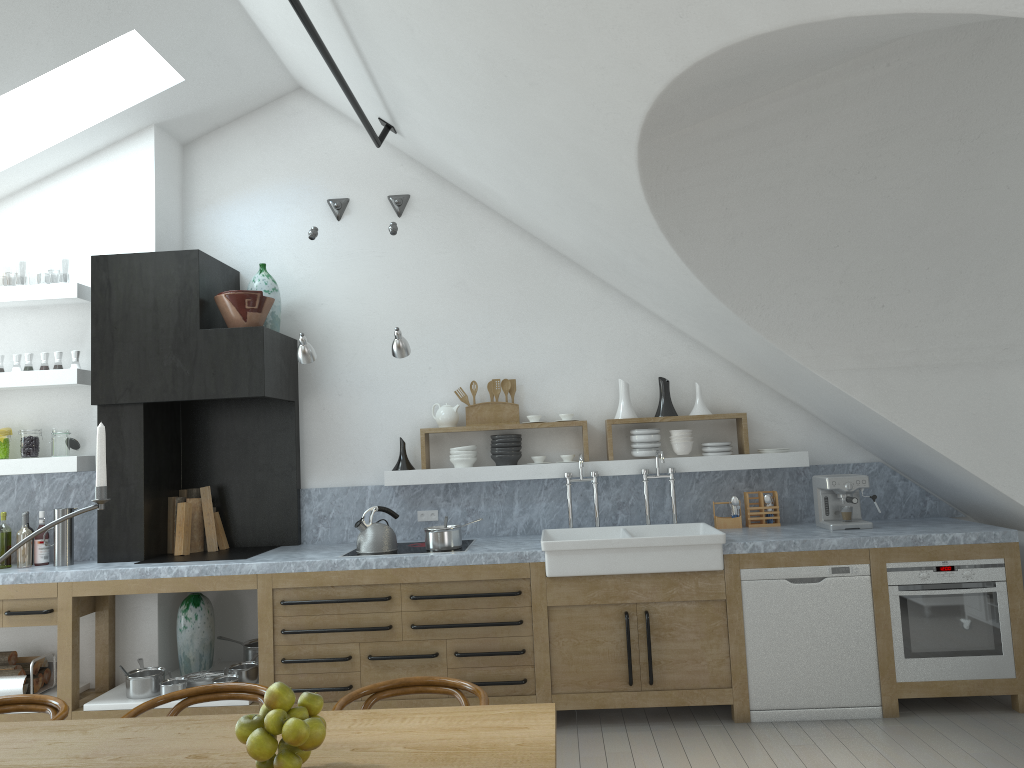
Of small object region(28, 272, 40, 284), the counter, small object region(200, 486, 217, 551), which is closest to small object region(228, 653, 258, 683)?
the counter

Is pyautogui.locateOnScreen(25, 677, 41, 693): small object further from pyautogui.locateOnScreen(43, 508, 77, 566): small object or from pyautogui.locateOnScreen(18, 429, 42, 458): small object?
pyautogui.locateOnScreen(18, 429, 42, 458): small object

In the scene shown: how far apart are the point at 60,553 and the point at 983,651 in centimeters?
532cm

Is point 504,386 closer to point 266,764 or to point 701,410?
point 701,410

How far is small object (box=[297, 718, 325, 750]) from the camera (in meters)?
2.06

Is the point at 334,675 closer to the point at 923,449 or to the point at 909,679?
the point at 909,679

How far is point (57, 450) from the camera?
5.5m

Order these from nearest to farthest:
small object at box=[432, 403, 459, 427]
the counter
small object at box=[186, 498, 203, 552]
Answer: the counter < small object at box=[186, 498, 203, 552] < small object at box=[432, 403, 459, 427]

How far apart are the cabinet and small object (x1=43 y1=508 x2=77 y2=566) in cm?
23

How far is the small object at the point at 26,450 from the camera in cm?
549
